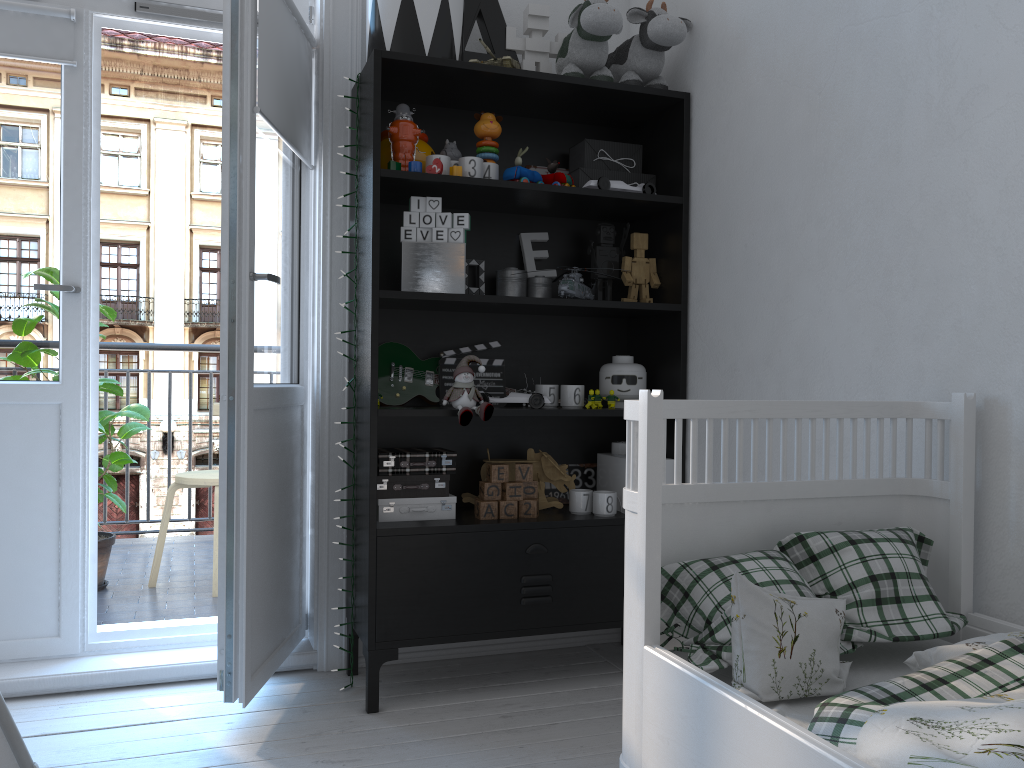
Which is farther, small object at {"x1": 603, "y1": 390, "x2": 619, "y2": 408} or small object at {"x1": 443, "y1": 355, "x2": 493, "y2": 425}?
small object at {"x1": 603, "y1": 390, "x2": 619, "y2": 408}

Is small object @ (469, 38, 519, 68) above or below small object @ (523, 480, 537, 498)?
above

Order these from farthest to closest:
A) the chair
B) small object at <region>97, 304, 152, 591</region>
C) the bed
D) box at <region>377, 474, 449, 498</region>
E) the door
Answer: the chair, small object at <region>97, 304, 152, 591</region>, box at <region>377, 474, 449, 498</region>, the door, the bed

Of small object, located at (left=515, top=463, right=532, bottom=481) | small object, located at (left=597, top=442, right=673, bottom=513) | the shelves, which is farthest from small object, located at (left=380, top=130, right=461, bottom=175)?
small object, located at (left=597, top=442, right=673, bottom=513)

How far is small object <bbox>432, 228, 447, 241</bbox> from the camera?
2.3 meters

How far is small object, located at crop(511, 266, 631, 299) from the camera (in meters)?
2.45

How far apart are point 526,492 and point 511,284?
0.6 meters

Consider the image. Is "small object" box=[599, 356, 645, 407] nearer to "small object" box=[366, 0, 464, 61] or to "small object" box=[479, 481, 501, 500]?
"small object" box=[479, 481, 501, 500]

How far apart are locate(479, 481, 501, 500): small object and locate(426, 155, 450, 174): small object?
0.9 meters

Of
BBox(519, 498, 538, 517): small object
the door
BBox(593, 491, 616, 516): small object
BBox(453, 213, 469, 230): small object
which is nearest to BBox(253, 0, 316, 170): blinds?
the door
